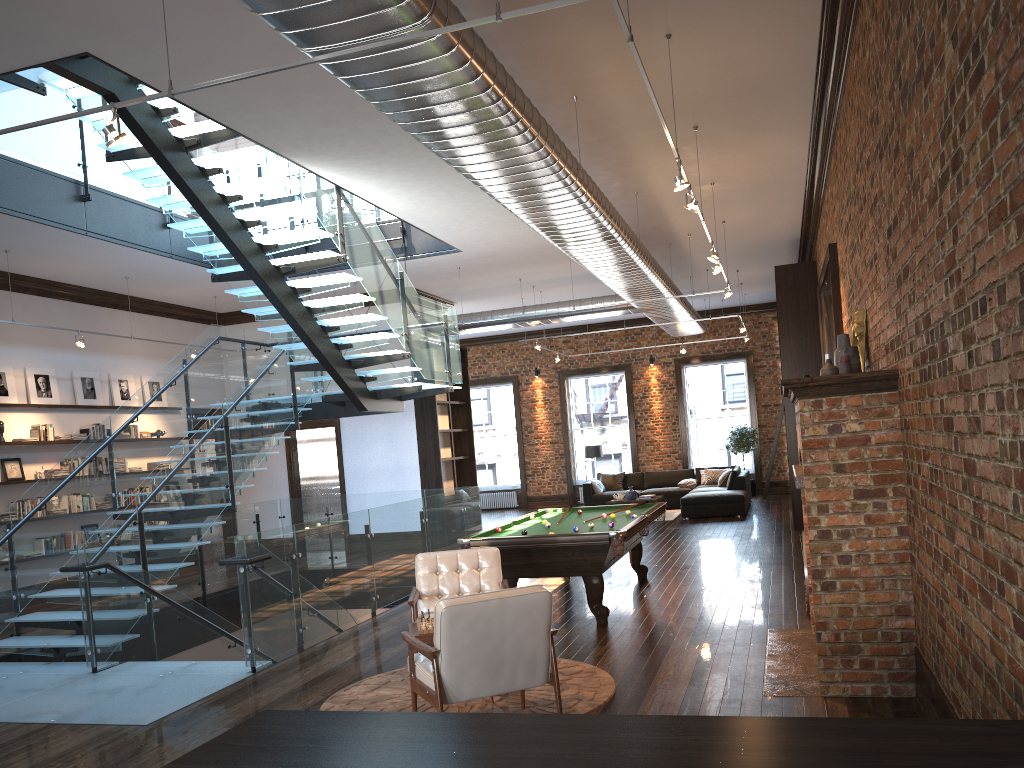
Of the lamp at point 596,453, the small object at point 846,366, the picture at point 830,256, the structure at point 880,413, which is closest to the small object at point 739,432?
the lamp at point 596,453

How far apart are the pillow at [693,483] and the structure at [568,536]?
8.7 meters

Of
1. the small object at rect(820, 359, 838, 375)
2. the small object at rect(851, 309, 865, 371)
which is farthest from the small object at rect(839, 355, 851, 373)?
the small object at rect(851, 309, 865, 371)

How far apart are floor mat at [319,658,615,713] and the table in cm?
46

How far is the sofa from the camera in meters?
16.1 m

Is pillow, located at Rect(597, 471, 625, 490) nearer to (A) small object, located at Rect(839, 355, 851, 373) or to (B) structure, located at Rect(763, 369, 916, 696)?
(B) structure, located at Rect(763, 369, 916, 696)

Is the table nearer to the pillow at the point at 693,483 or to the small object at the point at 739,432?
the pillow at the point at 693,483

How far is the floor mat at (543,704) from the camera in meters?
5.5

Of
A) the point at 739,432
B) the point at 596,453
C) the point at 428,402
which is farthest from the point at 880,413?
the point at 739,432

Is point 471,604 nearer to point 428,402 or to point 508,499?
point 428,402
